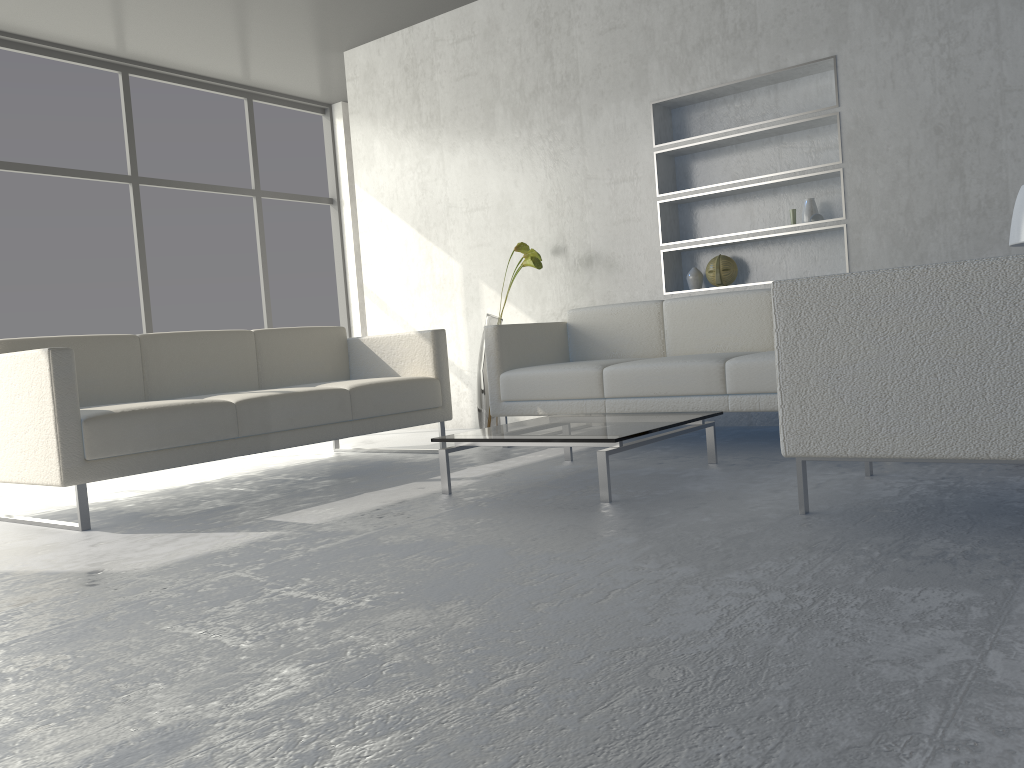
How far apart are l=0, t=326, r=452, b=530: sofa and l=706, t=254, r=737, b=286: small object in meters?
1.4 m

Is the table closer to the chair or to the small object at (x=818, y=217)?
the chair

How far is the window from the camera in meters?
5.3 m

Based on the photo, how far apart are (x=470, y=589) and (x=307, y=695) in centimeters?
55cm

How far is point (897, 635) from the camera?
1.35m

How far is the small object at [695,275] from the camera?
4.6 meters

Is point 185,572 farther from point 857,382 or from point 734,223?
point 734,223

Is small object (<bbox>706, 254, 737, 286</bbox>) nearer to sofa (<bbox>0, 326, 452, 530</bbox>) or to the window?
sofa (<bbox>0, 326, 452, 530</bbox>)

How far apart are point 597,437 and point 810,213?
2.1 meters

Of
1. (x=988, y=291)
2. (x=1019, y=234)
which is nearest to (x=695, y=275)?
(x=1019, y=234)
